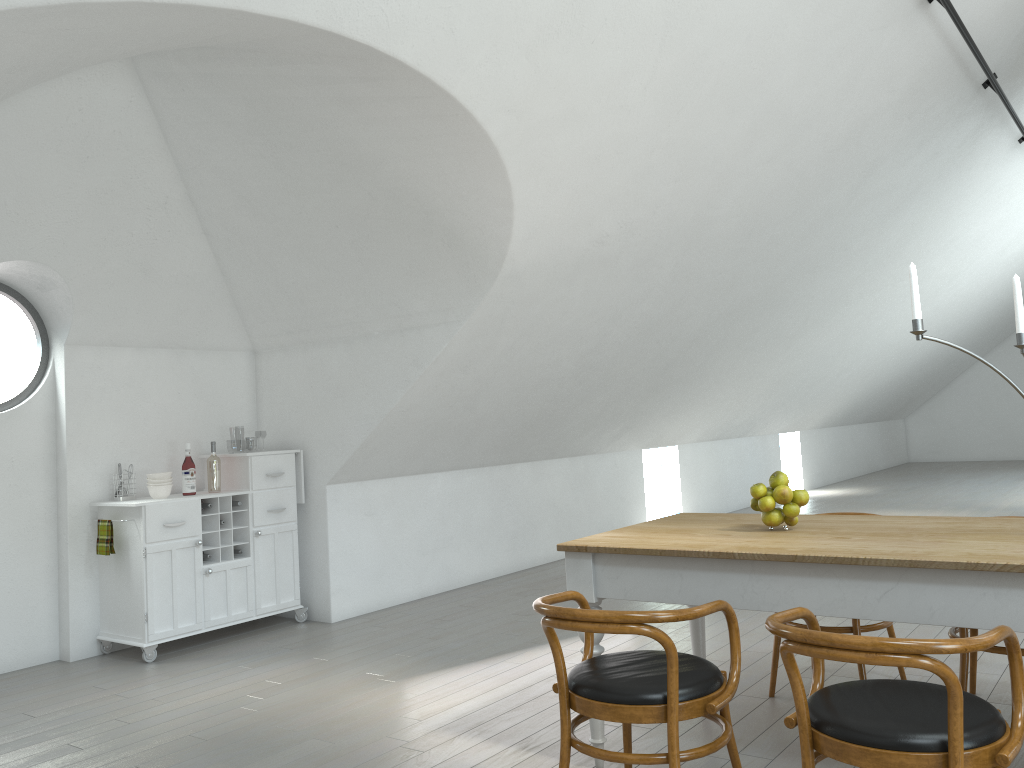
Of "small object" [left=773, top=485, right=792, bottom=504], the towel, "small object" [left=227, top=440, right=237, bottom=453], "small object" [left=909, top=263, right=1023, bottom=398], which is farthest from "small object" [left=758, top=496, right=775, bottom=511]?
"small object" [left=227, top=440, right=237, bottom=453]

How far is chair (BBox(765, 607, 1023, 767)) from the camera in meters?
1.9 m

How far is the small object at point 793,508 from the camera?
3.18m

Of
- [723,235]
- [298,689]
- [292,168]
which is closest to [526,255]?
[292,168]

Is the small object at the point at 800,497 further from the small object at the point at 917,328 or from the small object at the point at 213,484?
the small object at the point at 213,484

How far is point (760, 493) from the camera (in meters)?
3.22

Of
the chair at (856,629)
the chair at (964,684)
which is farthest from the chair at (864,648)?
the chair at (856,629)

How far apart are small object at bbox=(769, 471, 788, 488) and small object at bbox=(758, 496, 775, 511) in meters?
0.1 m

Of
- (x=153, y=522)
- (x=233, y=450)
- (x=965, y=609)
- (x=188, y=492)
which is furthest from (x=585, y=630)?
(x=233, y=450)

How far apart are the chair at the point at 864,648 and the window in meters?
4.7
